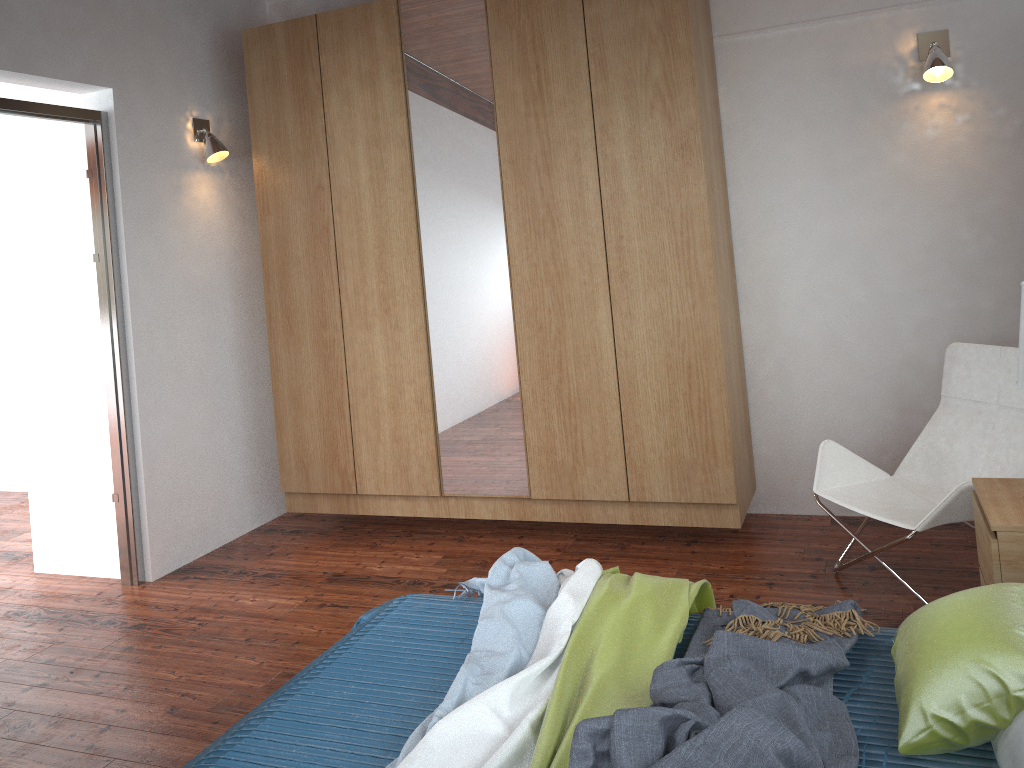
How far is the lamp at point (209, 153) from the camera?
4.16m

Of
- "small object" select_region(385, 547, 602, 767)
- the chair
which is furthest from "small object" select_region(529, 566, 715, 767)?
the chair

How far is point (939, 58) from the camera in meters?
3.5

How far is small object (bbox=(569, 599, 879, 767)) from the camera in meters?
1.5

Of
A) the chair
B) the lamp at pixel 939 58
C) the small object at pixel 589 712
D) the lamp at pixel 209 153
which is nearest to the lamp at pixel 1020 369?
the chair

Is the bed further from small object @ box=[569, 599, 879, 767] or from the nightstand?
the nightstand

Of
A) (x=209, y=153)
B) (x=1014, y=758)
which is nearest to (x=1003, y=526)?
(x=1014, y=758)

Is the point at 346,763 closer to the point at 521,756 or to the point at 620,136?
the point at 521,756

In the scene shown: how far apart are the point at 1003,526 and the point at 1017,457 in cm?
95

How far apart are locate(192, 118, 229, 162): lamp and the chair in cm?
302
